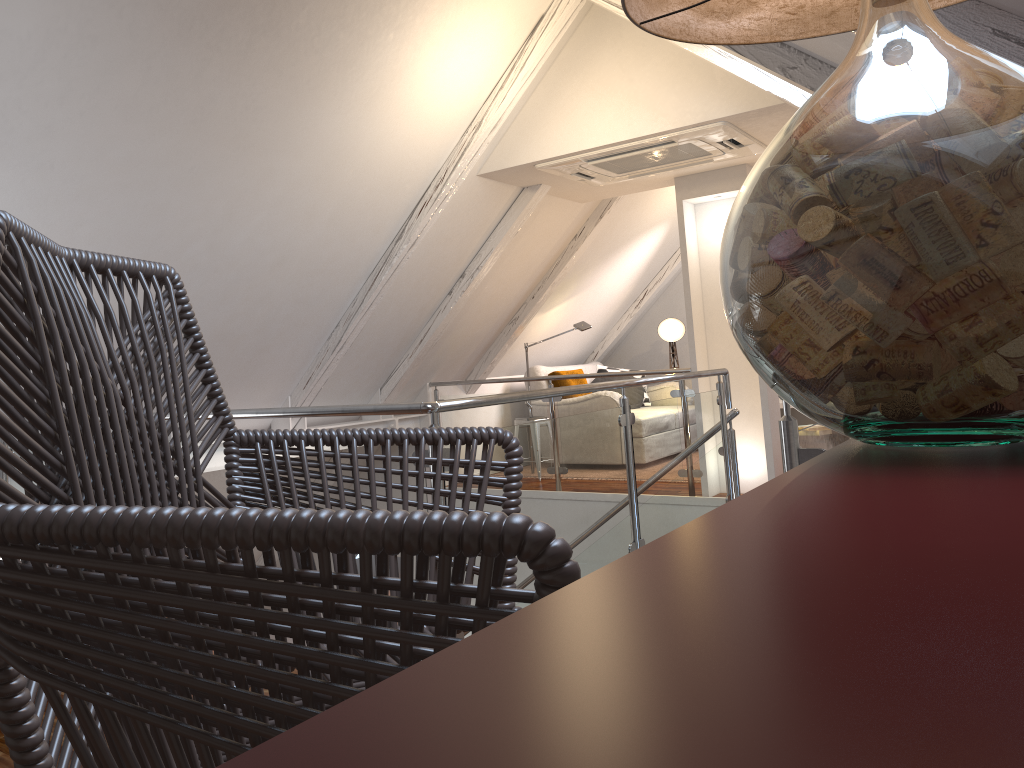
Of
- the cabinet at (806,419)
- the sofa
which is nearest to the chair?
the sofa

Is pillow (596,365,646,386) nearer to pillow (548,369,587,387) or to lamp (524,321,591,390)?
pillow (548,369,587,387)

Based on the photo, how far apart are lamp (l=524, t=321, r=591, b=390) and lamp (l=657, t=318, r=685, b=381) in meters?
1.6 m

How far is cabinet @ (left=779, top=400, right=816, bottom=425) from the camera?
7.77m

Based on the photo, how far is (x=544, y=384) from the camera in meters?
7.0 m

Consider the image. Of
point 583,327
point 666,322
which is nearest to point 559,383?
point 583,327

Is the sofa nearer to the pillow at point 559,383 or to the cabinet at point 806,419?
the pillow at point 559,383

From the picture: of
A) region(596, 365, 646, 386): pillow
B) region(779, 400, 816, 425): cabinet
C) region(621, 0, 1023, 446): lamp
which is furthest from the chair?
region(779, 400, 816, 425): cabinet

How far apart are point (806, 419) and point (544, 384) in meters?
2.5 m

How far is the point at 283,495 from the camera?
1.1m
